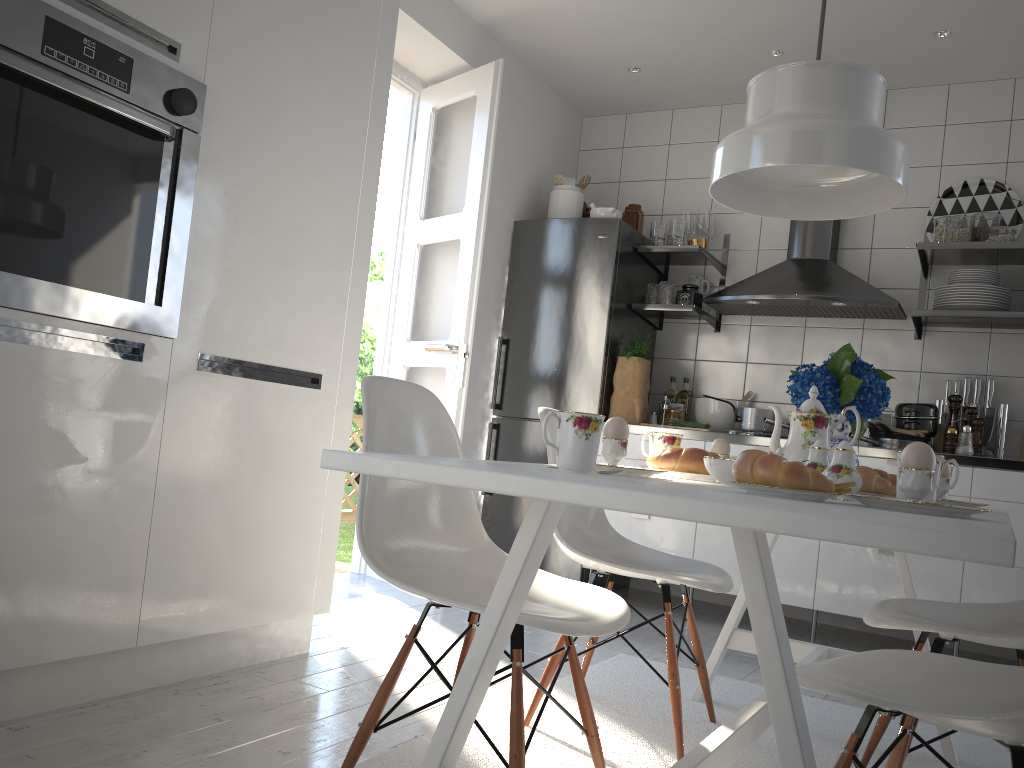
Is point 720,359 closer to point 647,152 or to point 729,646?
point 647,152

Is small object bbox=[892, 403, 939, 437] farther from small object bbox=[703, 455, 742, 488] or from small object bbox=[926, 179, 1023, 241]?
small object bbox=[703, 455, 742, 488]

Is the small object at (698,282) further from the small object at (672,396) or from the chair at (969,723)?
the chair at (969,723)

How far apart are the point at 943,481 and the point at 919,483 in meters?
0.7

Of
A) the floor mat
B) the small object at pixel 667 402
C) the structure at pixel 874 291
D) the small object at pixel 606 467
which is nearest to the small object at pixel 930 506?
the small object at pixel 606 467

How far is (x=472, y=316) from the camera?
3.8 meters

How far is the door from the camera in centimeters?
379cm

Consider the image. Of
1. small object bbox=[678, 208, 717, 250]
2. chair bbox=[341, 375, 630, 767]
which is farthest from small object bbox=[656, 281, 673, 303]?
chair bbox=[341, 375, 630, 767]

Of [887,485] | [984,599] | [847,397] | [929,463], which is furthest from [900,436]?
[929,463]

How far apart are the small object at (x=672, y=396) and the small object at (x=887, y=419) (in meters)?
1.00
